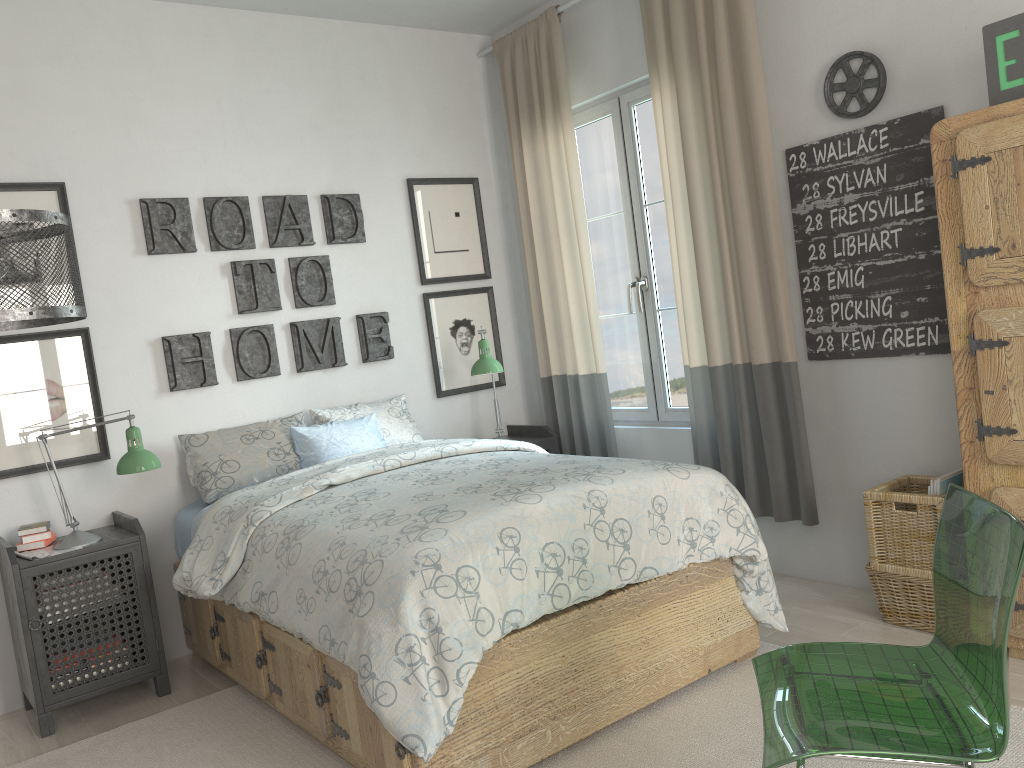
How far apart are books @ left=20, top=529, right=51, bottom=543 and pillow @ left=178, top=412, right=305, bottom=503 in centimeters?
54cm

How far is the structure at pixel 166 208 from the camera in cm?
361

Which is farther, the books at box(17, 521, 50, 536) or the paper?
the books at box(17, 521, 50, 536)

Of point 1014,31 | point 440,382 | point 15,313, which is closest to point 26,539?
point 15,313

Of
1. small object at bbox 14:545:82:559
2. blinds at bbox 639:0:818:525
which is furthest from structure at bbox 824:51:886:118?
small object at bbox 14:545:82:559

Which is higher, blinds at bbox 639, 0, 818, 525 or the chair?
blinds at bbox 639, 0, 818, 525

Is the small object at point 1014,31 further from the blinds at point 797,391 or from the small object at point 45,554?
the small object at point 45,554

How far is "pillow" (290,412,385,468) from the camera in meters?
3.6 m

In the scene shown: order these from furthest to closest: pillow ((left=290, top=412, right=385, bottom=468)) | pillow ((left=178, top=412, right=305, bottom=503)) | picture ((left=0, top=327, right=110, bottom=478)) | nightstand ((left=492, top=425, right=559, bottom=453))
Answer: nightstand ((left=492, top=425, right=559, bottom=453)) < pillow ((left=290, top=412, right=385, bottom=468)) < pillow ((left=178, top=412, right=305, bottom=503)) < picture ((left=0, top=327, right=110, bottom=478))

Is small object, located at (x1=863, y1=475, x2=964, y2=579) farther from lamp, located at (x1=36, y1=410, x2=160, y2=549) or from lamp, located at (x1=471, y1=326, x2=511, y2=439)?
lamp, located at (x1=36, y1=410, x2=160, y2=549)
